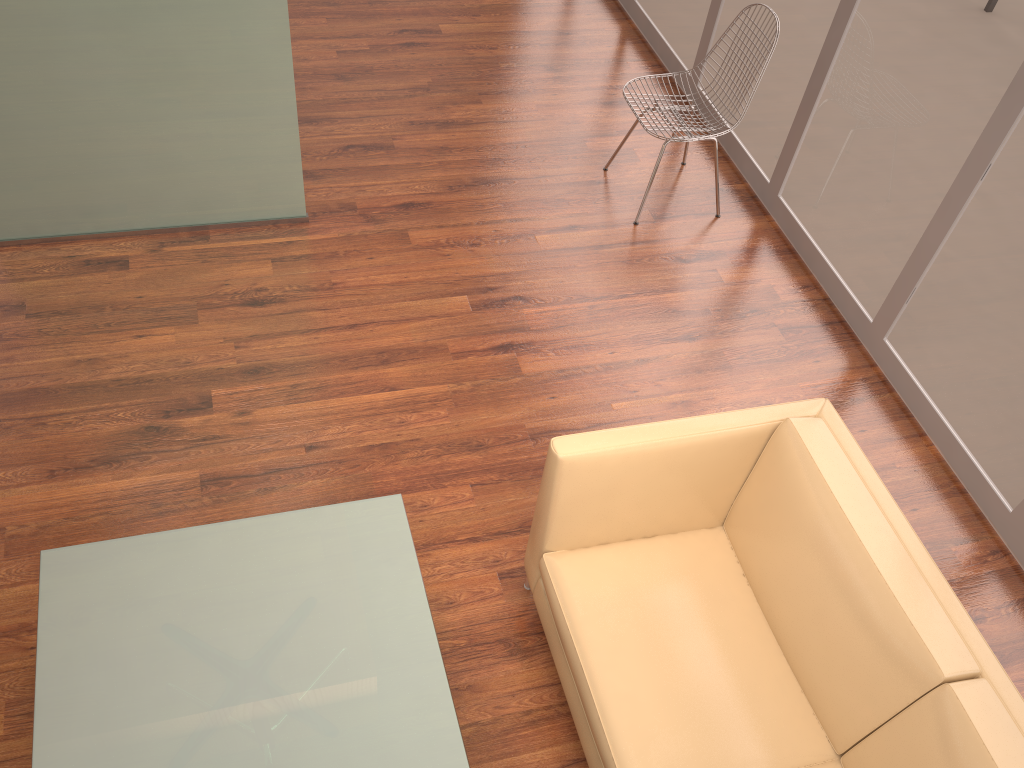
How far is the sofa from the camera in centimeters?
204cm

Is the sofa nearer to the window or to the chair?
the window

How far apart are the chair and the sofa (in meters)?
1.90

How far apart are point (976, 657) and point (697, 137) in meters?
2.7 m

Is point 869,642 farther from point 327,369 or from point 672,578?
point 327,369

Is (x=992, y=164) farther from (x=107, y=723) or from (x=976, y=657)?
(x=107, y=723)

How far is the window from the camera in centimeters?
318cm

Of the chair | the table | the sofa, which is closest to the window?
the chair

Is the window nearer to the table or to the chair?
the chair

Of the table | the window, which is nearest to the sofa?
the table
